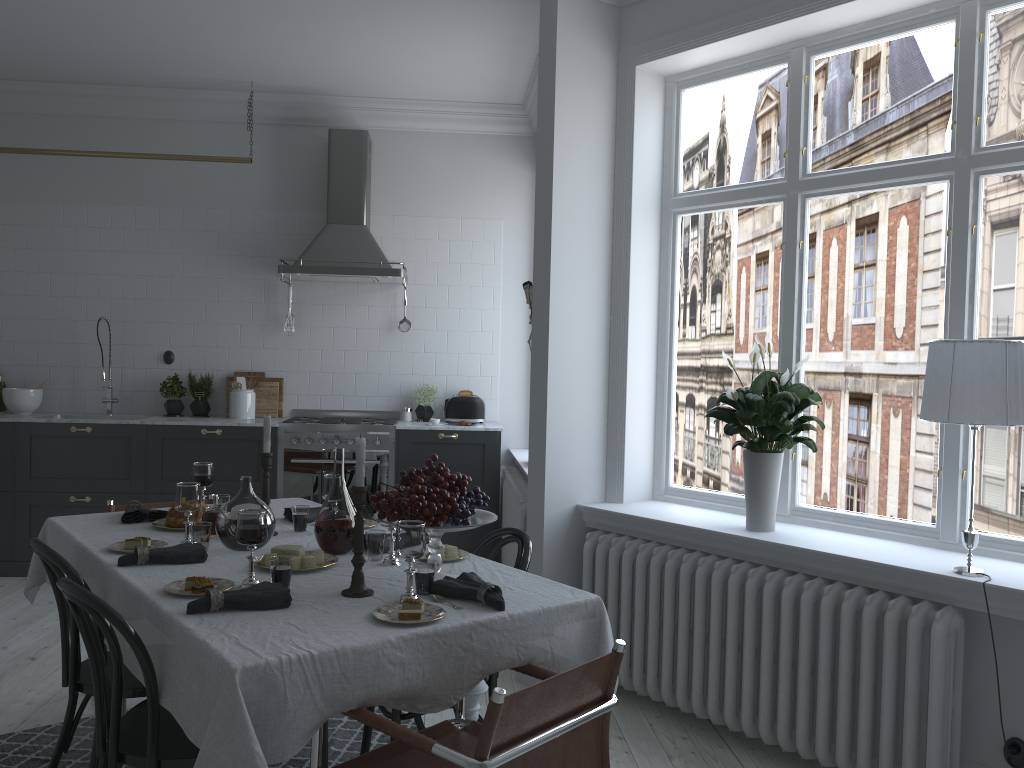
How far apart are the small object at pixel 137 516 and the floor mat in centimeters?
86cm

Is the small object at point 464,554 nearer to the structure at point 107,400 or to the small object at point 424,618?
the small object at point 424,618

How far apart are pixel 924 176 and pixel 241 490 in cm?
274

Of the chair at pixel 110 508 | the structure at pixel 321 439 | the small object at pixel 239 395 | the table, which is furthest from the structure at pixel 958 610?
the small object at pixel 239 395

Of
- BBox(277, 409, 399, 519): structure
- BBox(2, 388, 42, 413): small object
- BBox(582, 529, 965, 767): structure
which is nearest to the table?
BBox(582, 529, 965, 767): structure

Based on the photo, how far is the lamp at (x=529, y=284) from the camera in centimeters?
431cm

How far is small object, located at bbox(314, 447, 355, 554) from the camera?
2.9 meters

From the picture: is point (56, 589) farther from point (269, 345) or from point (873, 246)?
point (269, 345)

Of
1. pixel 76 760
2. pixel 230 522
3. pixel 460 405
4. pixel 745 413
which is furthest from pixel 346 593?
pixel 460 405

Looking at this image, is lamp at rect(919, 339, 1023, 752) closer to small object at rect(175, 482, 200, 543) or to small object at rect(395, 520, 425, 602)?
small object at rect(395, 520, 425, 602)
